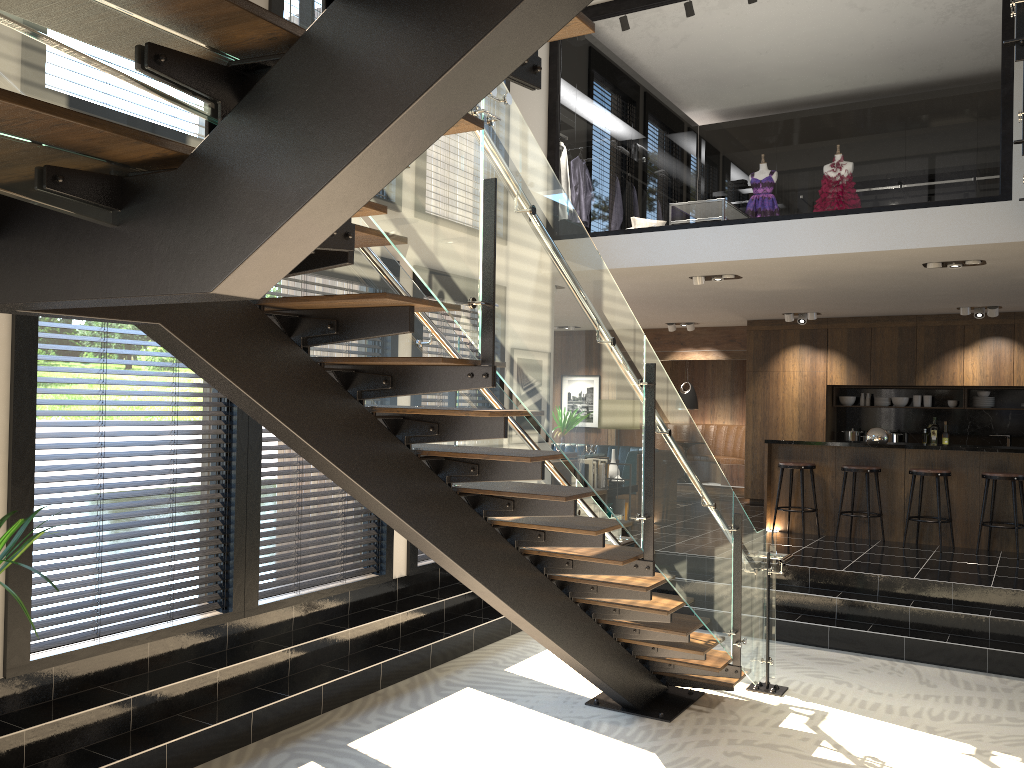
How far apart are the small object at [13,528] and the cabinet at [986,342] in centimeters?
1074cm

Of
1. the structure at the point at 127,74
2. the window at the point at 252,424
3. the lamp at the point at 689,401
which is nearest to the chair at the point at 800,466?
the structure at the point at 127,74

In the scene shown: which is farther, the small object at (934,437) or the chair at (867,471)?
the small object at (934,437)

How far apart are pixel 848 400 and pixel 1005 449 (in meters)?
4.15

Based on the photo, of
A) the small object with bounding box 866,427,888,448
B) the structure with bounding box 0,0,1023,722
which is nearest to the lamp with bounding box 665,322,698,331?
the small object with bounding box 866,427,888,448

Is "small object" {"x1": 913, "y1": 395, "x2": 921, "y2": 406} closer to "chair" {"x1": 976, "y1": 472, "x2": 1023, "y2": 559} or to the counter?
the counter

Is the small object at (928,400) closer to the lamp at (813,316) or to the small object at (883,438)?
the lamp at (813,316)

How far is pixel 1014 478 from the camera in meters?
8.5 m

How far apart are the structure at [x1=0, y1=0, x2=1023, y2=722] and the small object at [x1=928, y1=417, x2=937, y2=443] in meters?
7.5 m

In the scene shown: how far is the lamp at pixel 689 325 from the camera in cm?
1372
